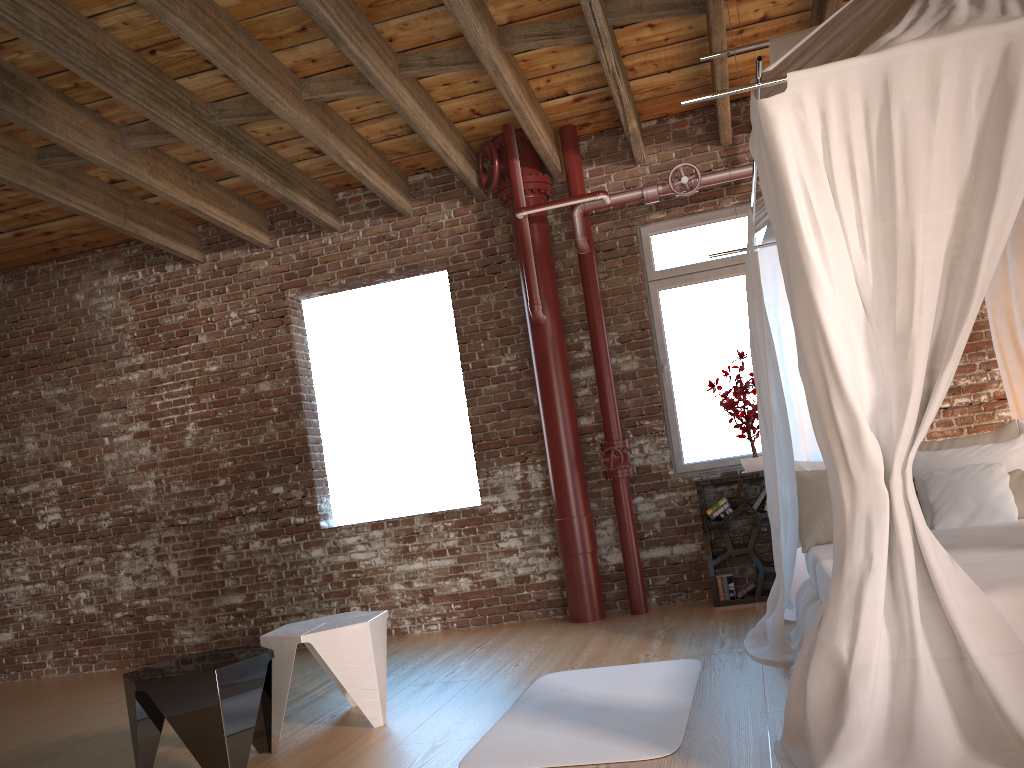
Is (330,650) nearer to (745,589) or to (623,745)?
(623,745)

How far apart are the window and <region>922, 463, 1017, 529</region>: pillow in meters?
1.8 m

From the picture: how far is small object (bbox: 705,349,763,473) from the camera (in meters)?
5.70

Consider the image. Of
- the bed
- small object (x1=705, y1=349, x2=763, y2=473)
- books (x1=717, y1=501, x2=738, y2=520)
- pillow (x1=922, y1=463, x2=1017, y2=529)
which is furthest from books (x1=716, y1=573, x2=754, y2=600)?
pillow (x1=922, y1=463, x2=1017, y2=529)

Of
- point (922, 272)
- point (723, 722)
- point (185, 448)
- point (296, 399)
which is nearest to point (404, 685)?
point (723, 722)

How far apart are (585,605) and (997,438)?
2.7m

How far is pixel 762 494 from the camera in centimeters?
566cm

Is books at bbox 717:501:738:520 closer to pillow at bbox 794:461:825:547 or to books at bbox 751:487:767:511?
books at bbox 751:487:767:511

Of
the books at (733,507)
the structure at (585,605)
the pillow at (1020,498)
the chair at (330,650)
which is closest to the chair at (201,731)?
the chair at (330,650)

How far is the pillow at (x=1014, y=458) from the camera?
4.2 meters
